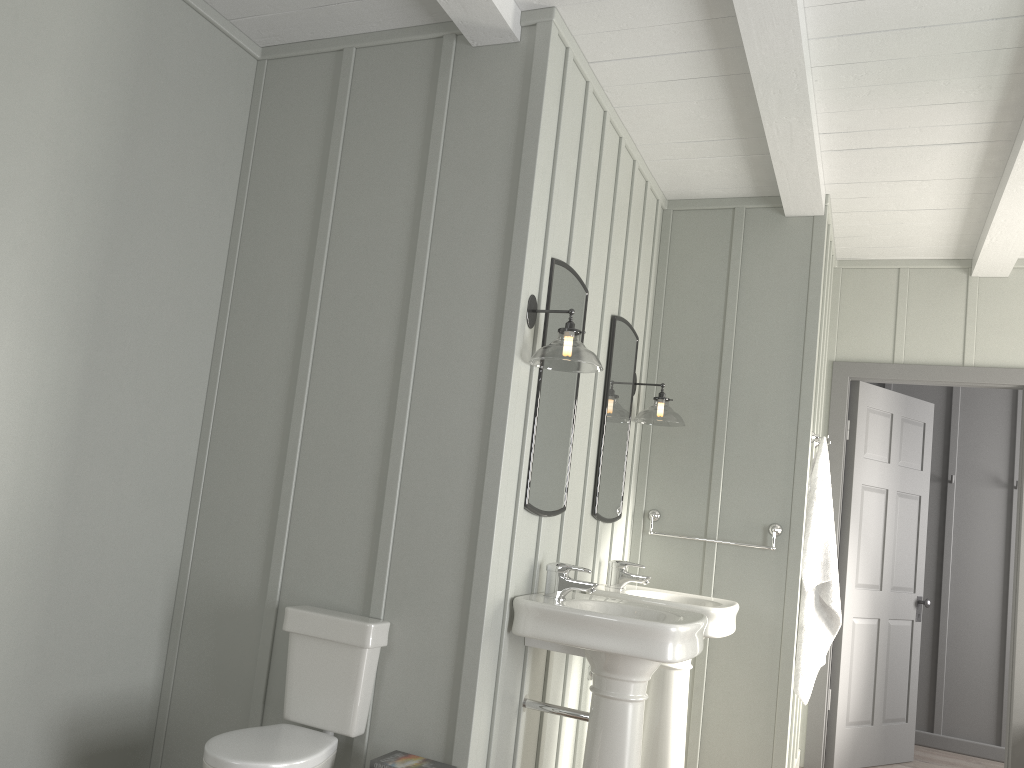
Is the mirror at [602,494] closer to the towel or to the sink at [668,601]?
the sink at [668,601]

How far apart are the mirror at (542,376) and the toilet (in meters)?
0.57

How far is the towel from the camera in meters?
4.0 m

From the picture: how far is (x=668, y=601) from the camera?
3.4 meters

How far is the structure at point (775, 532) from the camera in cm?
401

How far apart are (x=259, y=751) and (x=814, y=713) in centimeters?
342cm

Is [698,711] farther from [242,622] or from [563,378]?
[242,622]

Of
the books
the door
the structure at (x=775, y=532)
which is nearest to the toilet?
the books

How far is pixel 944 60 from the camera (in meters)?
2.96

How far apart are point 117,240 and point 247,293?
0.5m
